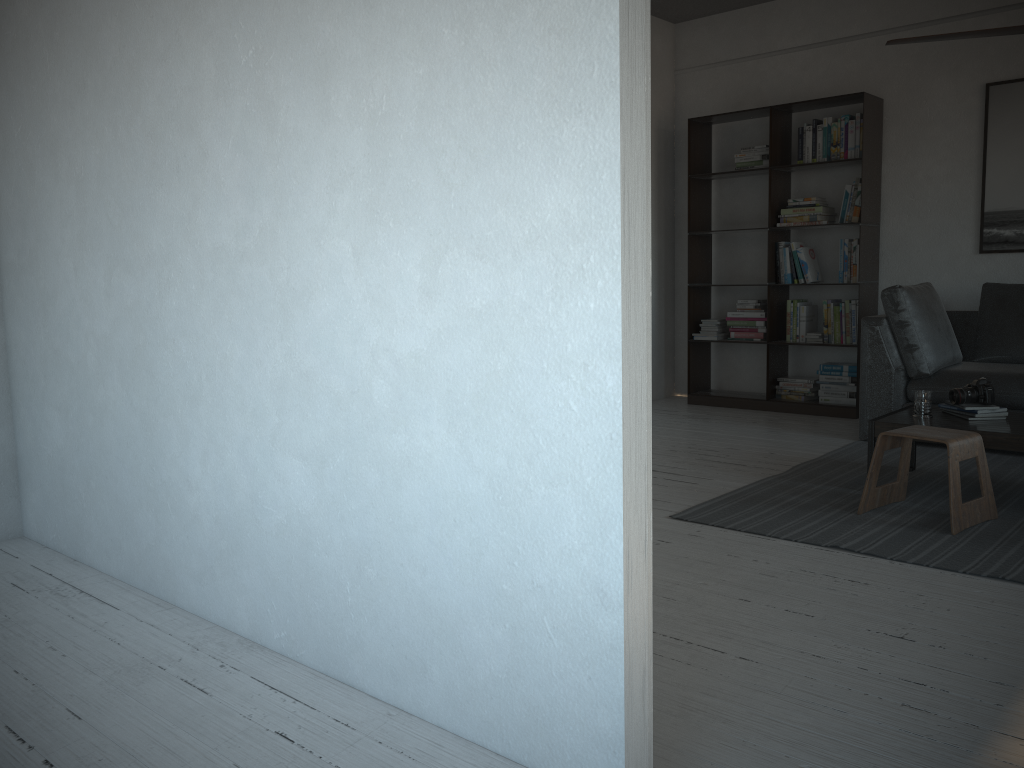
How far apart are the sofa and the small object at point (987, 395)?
0.8m

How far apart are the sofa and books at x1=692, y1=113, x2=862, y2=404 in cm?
57

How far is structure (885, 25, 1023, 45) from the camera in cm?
341

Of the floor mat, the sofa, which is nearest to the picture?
the sofa

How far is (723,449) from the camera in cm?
496

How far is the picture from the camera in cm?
540

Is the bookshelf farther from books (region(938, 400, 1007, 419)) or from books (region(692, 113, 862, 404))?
books (region(938, 400, 1007, 419))

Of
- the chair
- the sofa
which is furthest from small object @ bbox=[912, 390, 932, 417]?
the sofa

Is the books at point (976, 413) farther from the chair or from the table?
the chair

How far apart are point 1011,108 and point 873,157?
0.8 meters
